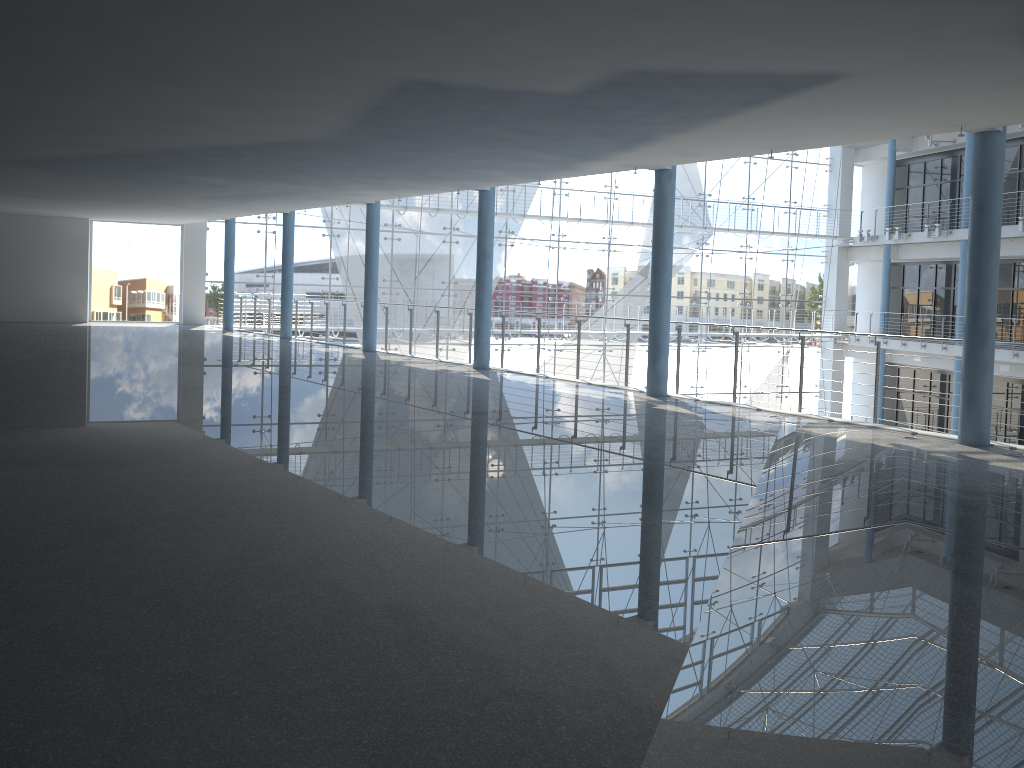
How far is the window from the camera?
3.4m

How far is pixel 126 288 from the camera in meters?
3.4 m

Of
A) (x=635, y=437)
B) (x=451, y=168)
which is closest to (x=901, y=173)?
(x=451, y=168)

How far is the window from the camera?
3.4m
